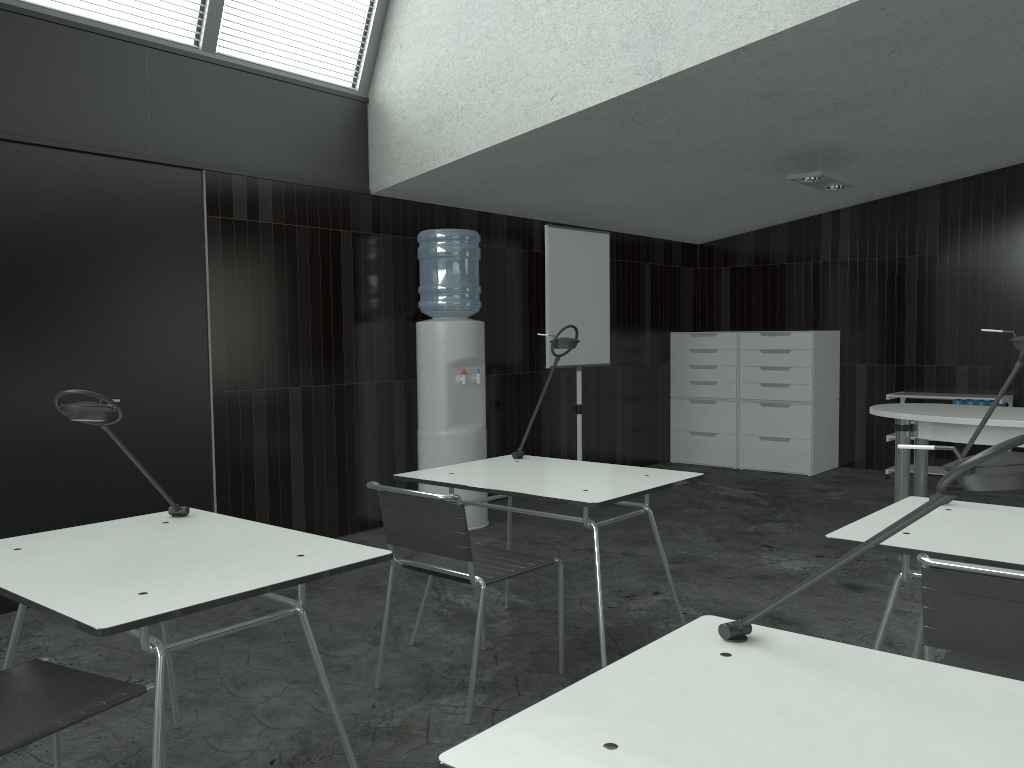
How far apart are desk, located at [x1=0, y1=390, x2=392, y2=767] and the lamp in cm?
430

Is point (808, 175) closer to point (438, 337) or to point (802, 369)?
point (802, 369)

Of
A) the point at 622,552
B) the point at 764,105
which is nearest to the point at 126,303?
the point at 622,552

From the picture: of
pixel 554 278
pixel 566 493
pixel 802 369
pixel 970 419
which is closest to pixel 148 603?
pixel 566 493

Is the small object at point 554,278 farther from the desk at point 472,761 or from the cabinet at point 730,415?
the desk at point 472,761

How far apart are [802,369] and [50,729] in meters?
6.3

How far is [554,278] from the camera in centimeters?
596cm

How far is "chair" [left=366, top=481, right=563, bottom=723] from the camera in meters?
2.7

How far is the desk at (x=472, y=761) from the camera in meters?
1.1 m

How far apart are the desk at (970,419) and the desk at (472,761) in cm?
319
